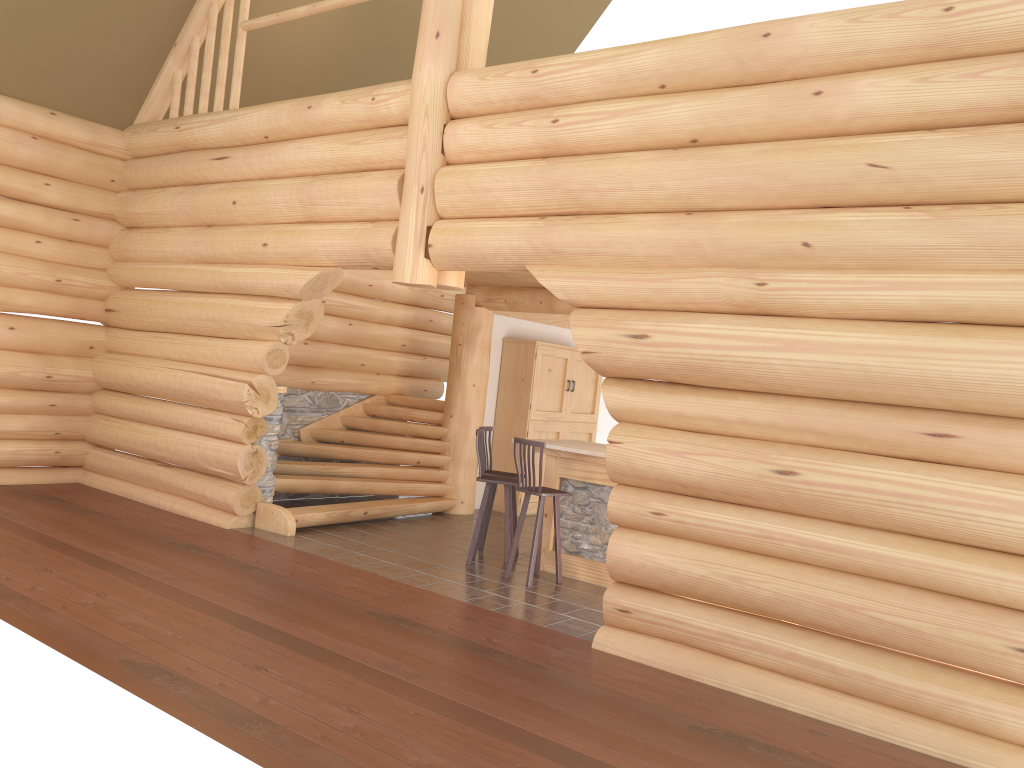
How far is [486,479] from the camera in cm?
864

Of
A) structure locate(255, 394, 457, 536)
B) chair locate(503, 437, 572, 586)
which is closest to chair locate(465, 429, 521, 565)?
chair locate(503, 437, 572, 586)

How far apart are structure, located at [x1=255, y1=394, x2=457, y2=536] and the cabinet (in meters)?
0.85

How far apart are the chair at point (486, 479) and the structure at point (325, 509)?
1.9 meters

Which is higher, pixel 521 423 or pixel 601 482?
pixel 521 423

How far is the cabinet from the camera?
12.17m

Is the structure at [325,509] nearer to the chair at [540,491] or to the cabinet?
the cabinet

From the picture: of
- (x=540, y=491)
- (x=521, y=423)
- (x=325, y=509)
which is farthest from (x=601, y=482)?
(x=521, y=423)

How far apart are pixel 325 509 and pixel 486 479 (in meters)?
2.21

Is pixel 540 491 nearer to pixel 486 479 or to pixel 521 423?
pixel 486 479
